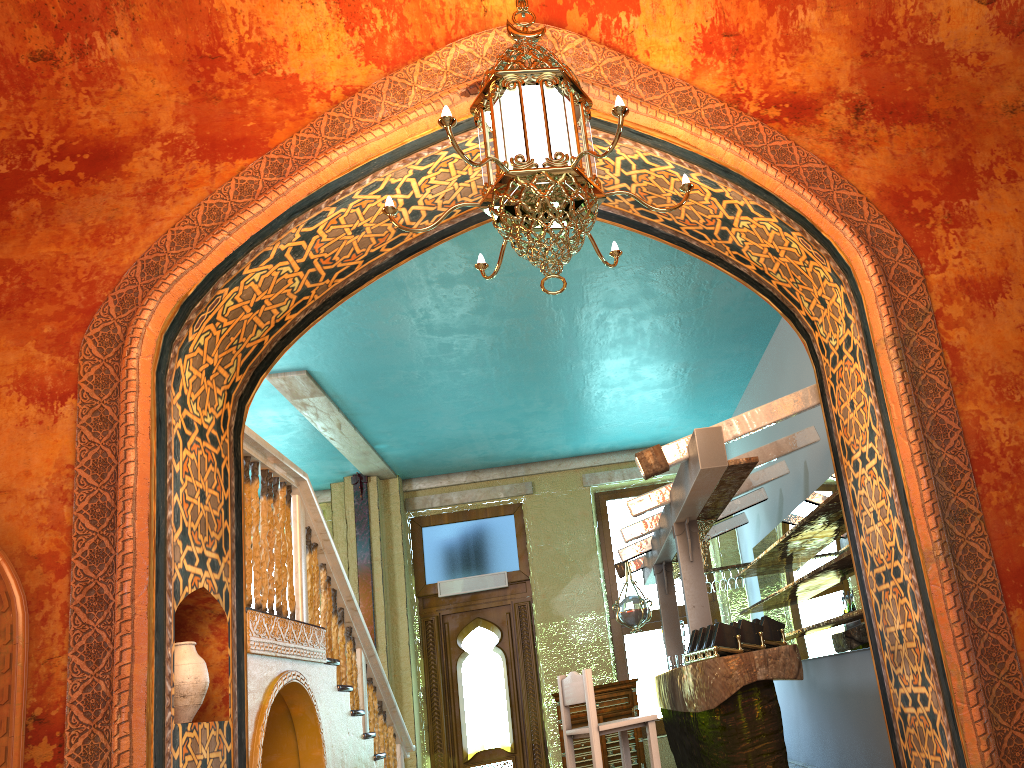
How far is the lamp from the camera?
3.48m

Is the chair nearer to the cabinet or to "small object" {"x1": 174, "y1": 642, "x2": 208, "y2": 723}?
"small object" {"x1": 174, "y1": 642, "x2": 208, "y2": 723}

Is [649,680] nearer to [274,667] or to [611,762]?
[611,762]

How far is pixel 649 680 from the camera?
11.2 meters

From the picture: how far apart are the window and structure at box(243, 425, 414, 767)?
3.2 meters

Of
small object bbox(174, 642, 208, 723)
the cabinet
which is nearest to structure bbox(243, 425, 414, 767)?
small object bbox(174, 642, 208, 723)

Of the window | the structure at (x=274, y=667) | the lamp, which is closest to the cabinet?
the window

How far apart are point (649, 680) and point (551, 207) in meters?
9.1

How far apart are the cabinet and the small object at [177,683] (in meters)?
6.90

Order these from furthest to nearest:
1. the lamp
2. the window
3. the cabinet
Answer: the window, the cabinet, the lamp
